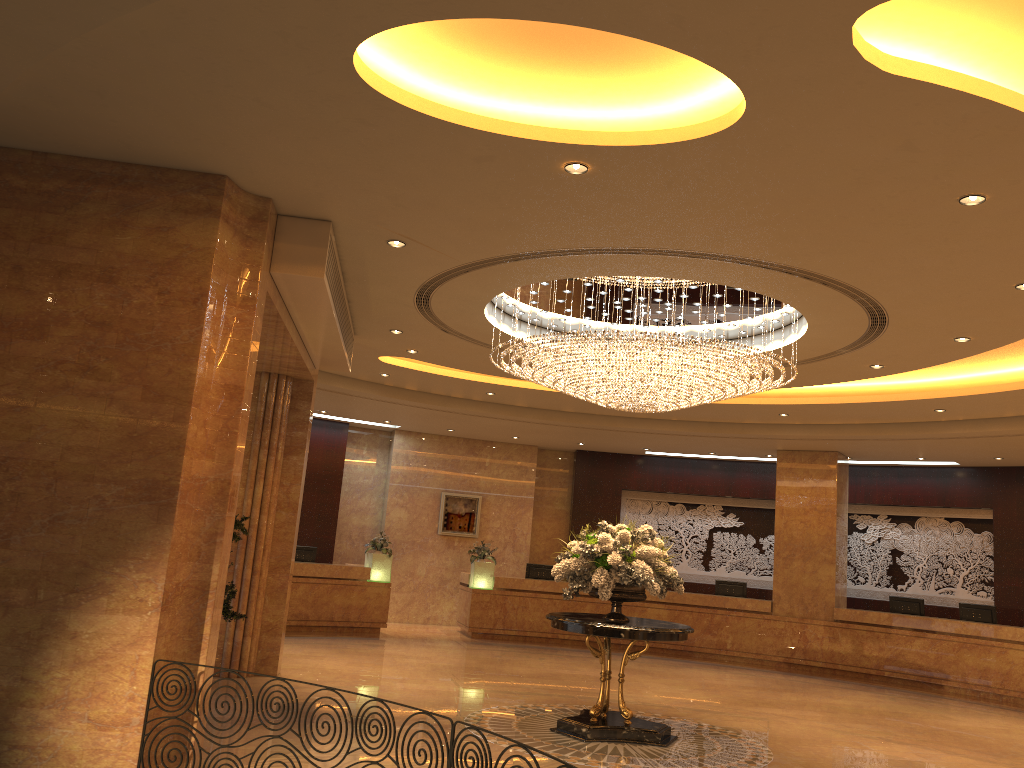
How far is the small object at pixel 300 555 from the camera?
15.9m

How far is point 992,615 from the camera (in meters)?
14.75

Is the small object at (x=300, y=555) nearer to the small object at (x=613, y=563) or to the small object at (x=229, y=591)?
the small object at (x=229, y=591)

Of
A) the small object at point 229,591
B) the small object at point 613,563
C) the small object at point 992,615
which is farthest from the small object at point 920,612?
the small object at point 229,591

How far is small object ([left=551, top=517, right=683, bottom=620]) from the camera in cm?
853

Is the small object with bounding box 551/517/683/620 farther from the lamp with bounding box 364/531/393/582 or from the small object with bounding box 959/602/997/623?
the small object with bounding box 959/602/997/623

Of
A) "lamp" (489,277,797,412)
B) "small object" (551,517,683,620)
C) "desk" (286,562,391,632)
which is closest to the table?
"small object" (551,517,683,620)

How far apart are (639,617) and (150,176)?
13.1 meters

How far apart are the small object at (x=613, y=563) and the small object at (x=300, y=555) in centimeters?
805cm

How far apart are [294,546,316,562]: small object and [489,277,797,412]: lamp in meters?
7.4
